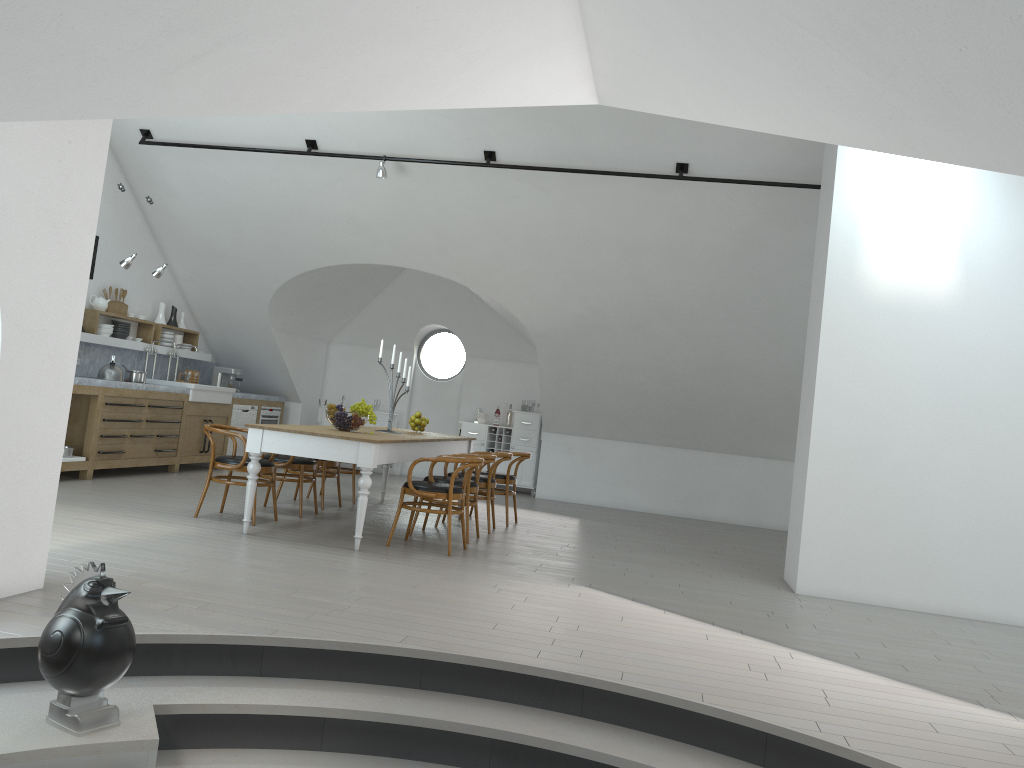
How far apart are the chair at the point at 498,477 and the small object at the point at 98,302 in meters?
4.7

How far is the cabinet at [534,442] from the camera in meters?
12.5 m

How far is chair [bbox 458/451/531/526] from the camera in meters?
8.8

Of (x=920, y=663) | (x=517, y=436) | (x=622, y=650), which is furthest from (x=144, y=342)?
(x=920, y=663)

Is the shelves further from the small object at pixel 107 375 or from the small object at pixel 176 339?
the small object at pixel 107 375

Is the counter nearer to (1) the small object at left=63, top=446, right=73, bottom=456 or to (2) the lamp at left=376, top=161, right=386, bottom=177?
(1) the small object at left=63, top=446, right=73, bottom=456

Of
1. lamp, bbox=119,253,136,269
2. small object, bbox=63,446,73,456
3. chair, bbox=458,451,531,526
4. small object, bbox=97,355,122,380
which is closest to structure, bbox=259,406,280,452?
small object, bbox=97,355,122,380

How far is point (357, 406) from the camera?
7.2 meters

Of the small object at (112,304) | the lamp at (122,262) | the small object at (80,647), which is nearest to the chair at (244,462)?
the lamp at (122,262)

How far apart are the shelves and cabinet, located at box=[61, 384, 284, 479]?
0.9m
